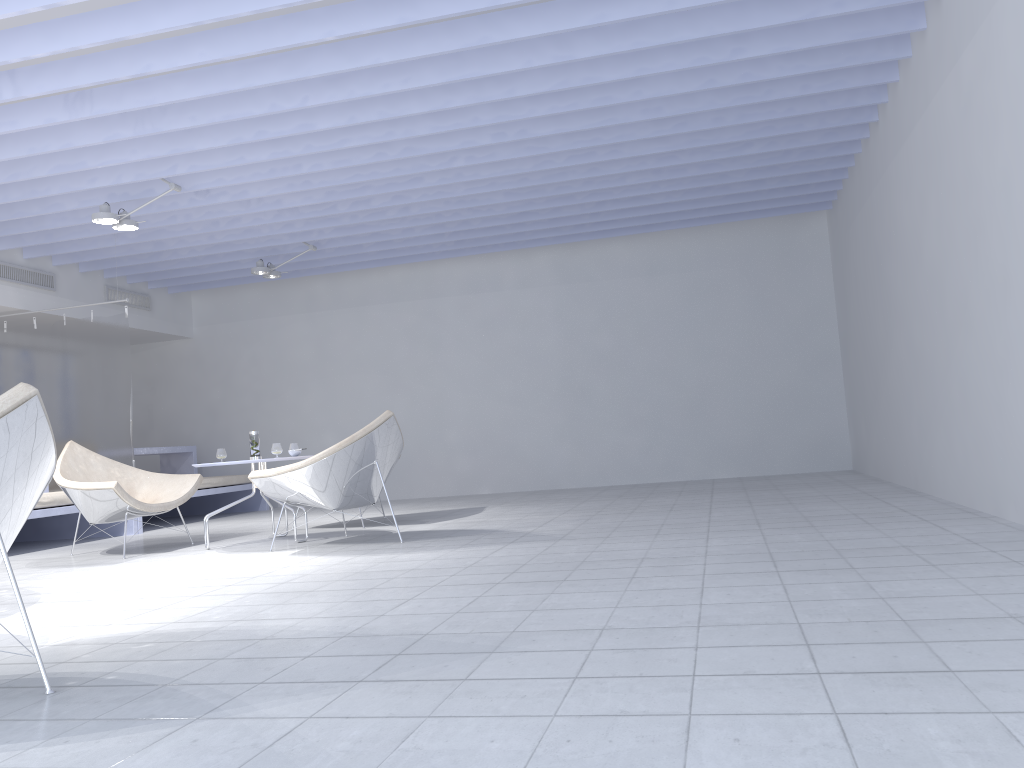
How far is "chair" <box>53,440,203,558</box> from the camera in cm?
533

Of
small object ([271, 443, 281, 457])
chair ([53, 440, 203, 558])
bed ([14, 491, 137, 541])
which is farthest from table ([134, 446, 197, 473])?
small object ([271, 443, 281, 457])

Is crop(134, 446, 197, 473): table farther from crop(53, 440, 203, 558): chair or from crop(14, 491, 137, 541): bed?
crop(53, 440, 203, 558): chair

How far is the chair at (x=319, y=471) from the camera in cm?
491

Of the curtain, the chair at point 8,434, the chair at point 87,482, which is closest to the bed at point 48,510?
the curtain

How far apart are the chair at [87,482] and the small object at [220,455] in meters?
0.3

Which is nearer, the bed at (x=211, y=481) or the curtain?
the curtain

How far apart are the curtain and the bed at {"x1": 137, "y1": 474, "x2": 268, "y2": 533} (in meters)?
0.90

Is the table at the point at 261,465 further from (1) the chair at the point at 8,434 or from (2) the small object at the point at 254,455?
(1) the chair at the point at 8,434

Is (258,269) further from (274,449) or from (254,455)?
(274,449)
